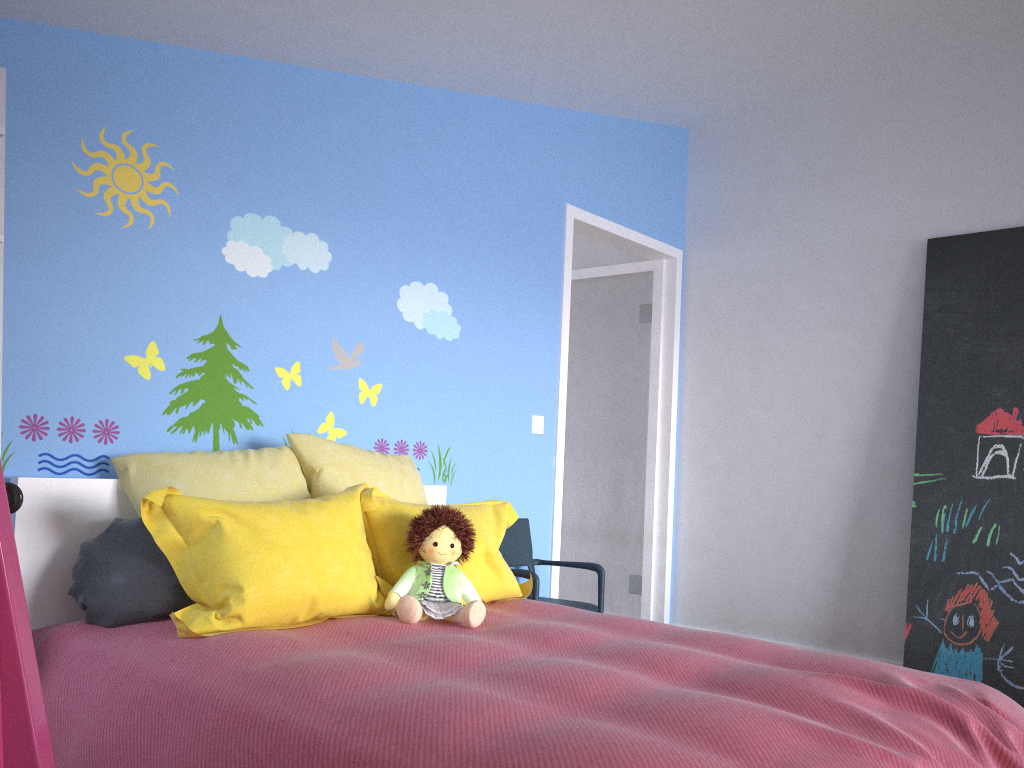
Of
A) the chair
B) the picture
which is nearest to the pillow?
the chair

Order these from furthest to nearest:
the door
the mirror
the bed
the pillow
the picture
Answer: the door, the picture, the pillow, the bed, the mirror

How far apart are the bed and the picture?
1.8 meters

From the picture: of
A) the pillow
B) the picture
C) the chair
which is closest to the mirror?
the pillow

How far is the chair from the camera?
3.6 meters

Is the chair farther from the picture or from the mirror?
the mirror

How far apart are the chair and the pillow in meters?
0.3 m

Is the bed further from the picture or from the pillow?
the picture

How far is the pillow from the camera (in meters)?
2.14

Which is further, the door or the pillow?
the door
